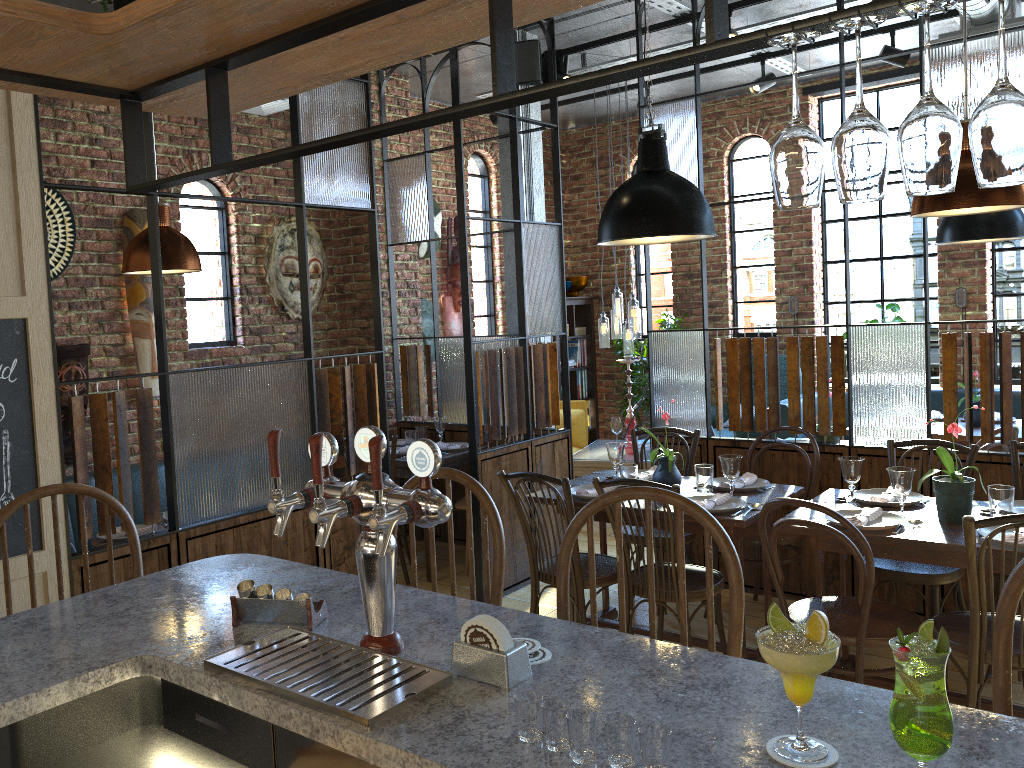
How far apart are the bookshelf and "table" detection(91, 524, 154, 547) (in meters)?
5.01

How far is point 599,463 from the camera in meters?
6.3

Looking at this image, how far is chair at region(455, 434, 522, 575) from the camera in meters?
5.3 m

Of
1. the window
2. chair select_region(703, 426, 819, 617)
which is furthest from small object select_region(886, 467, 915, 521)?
the window

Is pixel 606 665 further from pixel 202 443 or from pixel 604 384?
pixel 604 384

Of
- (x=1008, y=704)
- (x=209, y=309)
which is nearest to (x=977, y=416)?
(x=1008, y=704)

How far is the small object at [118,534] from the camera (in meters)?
4.09

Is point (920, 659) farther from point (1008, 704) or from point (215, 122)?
point (215, 122)

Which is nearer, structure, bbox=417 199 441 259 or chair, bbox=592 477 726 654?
chair, bbox=592 477 726 654

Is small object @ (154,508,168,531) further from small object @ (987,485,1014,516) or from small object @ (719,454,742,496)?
small object @ (987,485,1014,516)
